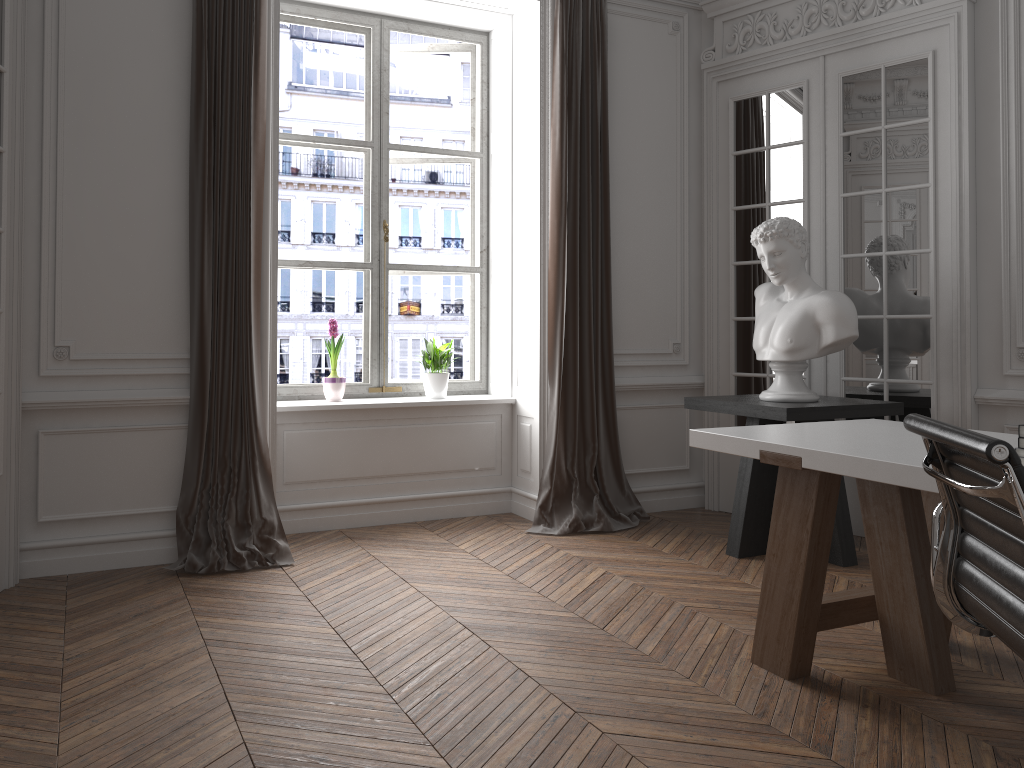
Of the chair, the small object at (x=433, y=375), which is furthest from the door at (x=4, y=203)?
the chair

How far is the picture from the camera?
5.3 meters

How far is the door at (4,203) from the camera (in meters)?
3.63

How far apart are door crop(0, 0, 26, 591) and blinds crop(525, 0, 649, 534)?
2.52m

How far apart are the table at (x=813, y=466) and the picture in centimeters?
264cm

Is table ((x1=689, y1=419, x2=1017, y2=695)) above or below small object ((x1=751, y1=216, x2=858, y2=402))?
below

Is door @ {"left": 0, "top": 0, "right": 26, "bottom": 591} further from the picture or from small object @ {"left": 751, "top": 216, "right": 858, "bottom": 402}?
small object @ {"left": 751, "top": 216, "right": 858, "bottom": 402}

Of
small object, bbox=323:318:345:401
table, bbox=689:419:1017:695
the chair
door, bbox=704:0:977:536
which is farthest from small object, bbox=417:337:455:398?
the chair

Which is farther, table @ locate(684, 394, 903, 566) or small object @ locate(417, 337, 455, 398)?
small object @ locate(417, 337, 455, 398)

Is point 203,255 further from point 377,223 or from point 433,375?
point 433,375
